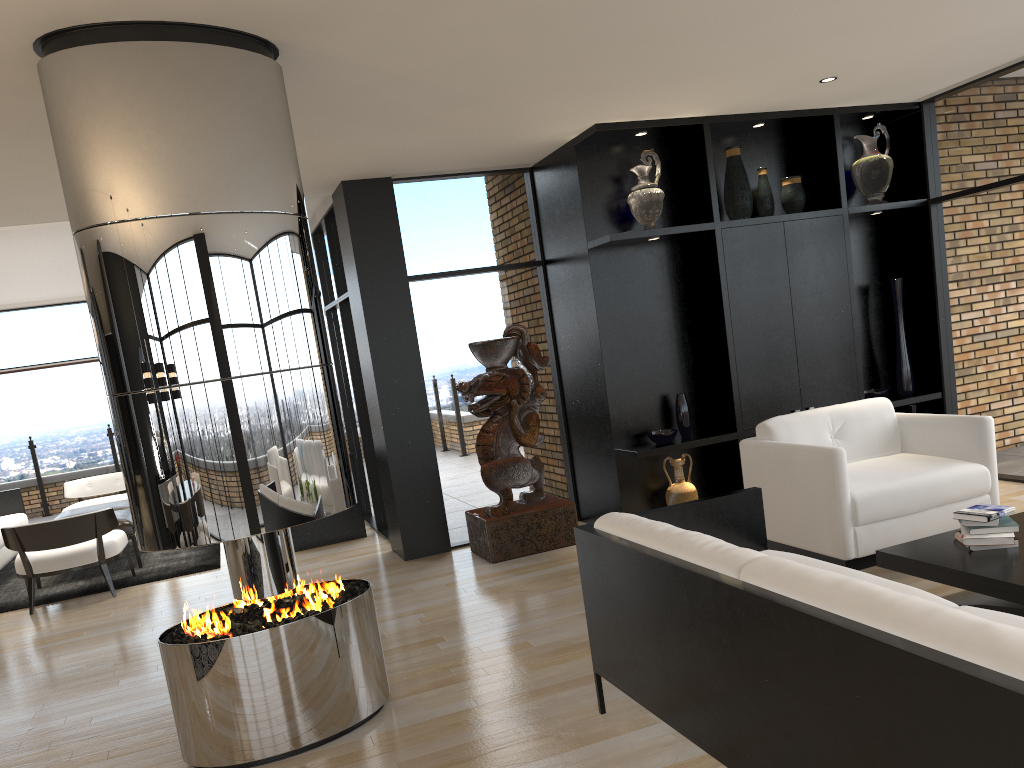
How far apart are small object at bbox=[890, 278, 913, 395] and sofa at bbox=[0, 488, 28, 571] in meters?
7.6 m

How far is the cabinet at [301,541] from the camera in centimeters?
736cm

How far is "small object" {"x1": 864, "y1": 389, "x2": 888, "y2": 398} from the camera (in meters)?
6.54

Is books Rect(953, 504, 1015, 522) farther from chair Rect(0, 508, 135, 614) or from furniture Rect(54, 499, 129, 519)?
furniture Rect(54, 499, 129, 519)

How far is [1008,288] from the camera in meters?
6.1 m

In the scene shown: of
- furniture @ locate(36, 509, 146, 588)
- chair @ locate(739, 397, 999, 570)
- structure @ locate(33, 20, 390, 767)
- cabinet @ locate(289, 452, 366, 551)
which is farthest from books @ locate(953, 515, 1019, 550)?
furniture @ locate(36, 509, 146, 588)

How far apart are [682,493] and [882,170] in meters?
2.8

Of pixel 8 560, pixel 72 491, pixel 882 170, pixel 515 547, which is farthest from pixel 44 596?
pixel 882 170

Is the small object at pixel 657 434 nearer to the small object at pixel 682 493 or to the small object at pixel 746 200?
the small object at pixel 682 493

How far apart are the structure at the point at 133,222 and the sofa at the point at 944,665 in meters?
0.9 m
